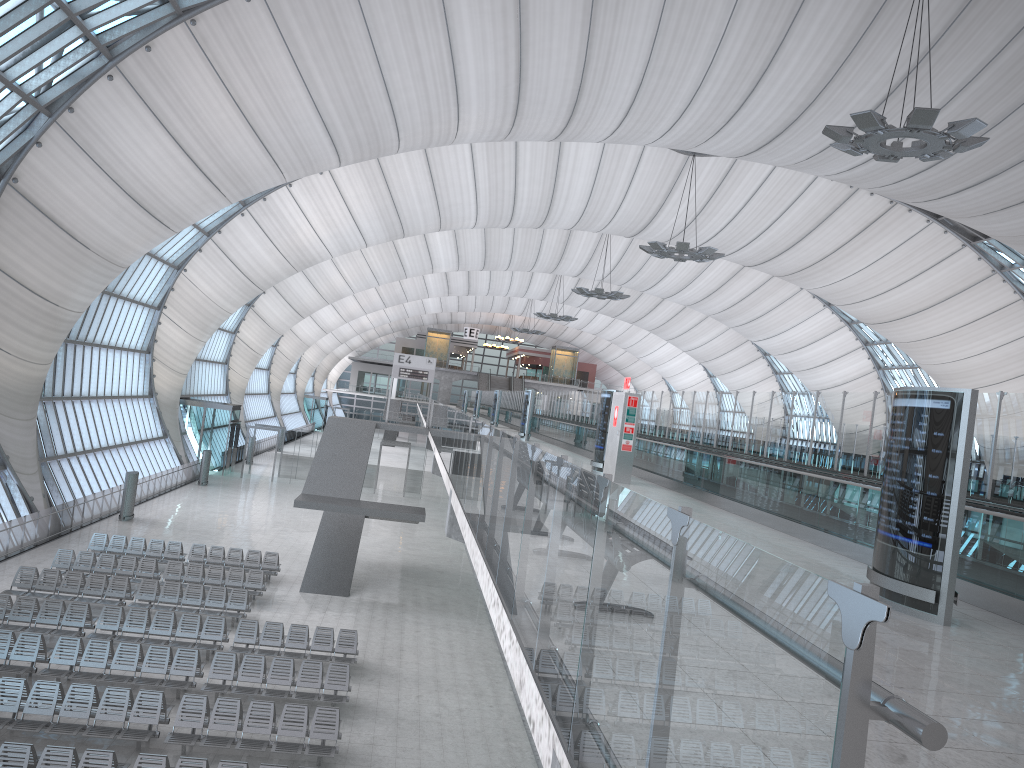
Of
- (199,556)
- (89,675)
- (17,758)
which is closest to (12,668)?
(89,675)

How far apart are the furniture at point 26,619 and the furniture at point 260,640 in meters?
3.1 m

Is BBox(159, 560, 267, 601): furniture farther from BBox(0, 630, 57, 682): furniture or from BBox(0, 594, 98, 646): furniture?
BBox(0, 630, 57, 682): furniture

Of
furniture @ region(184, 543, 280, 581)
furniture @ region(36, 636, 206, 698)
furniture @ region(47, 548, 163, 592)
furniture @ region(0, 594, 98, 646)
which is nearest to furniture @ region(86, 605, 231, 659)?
furniture @ region(0, 594, 98, 646)

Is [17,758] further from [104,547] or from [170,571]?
[104,547]

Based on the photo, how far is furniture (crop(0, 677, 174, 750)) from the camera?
13.68m

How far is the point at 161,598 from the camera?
21.4 meters

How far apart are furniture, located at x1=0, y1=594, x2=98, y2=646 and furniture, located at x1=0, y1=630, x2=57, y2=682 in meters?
1.1 m

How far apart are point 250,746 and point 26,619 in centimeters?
760cm

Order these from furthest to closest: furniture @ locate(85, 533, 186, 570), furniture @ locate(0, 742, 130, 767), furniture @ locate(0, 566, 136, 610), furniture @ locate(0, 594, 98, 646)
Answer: furniture @ locate(85, 533, 186, 570)
furniture @ locate(0, 566, 136, 610)
furniture @ locate(0, 594, 98, 646)
furniture @ locate(0, 742, 130, 767)
